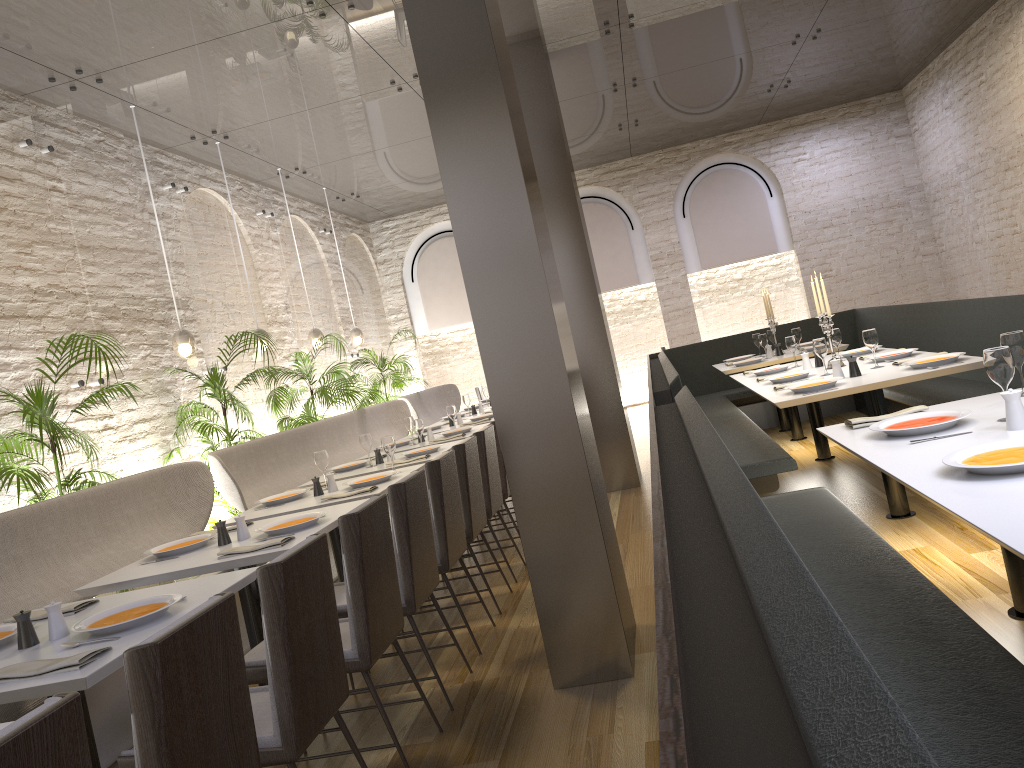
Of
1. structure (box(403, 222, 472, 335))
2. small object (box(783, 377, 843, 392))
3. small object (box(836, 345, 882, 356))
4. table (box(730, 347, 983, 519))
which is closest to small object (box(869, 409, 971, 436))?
table (box(730, 347, 983, 519))

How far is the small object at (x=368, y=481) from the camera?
4.92m

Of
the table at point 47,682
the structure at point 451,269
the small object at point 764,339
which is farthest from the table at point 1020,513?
the structure at point 451,269

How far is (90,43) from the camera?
5.7m

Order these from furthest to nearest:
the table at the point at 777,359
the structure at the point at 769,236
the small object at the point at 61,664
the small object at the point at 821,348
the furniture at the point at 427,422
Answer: the structure at the point at 769,236 → the furniture at the point at 427,422 → the table at the point at 777,359 → the small object at the point at 821,348 → the small object at the point at 61,664

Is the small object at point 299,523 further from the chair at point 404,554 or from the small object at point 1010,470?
the small object at point 1010,470

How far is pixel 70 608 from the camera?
3.04m

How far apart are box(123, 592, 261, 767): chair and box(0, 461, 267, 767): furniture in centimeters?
148cm

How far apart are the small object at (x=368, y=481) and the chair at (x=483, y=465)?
0.54m

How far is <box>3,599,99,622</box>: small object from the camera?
3.04m
